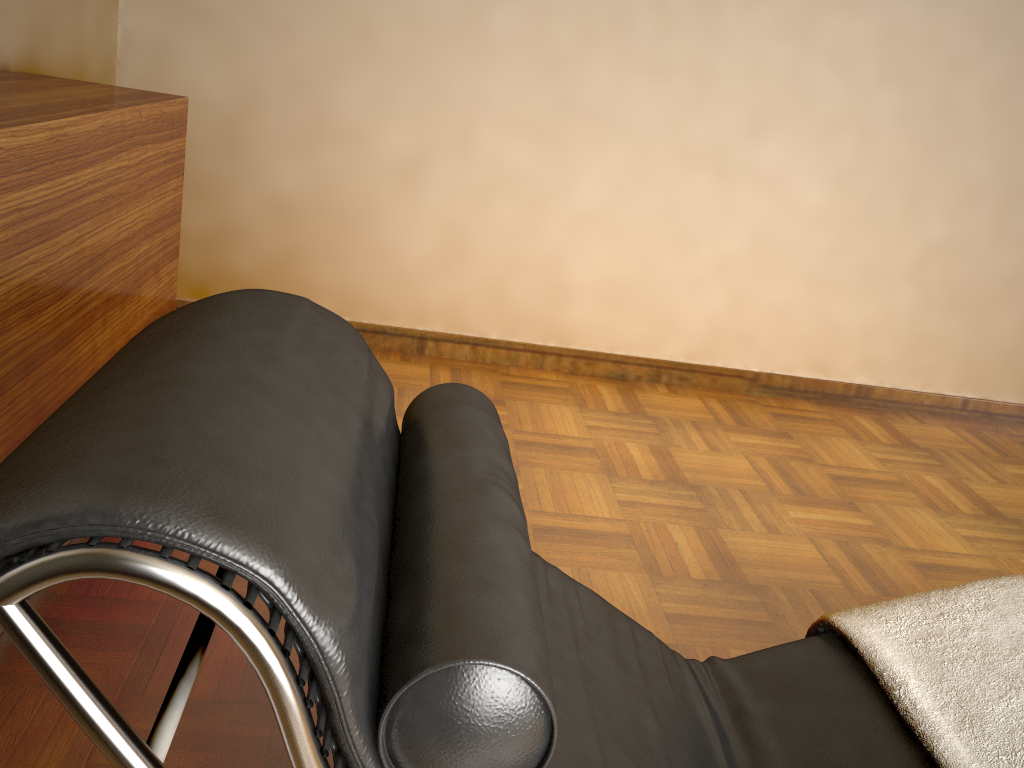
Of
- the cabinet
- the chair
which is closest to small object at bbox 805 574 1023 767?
the chair

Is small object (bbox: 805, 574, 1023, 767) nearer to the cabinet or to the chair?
the chair

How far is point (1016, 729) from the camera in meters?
1.1

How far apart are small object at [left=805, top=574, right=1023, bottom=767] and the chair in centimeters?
2cm

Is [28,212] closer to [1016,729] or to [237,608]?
[237,608]

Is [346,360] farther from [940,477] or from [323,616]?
[940,477]

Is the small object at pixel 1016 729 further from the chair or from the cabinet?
the cabinet

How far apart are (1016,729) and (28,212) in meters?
1.6 m

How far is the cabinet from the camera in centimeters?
141cm

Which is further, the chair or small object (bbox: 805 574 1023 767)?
small object (bbox: 805 574 1023 767)
